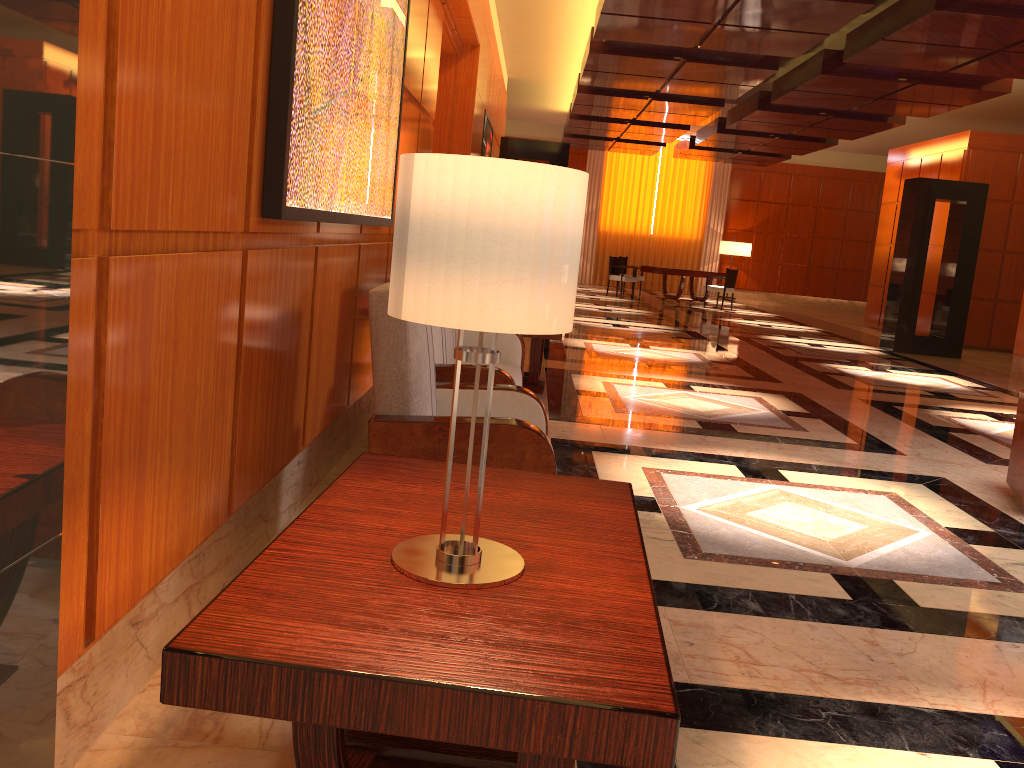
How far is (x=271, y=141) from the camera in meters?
2.5 m

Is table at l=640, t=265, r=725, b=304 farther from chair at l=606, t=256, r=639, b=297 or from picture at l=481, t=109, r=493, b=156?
picture at l=481, t=109, r=493, b=156

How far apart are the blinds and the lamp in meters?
0.7 m

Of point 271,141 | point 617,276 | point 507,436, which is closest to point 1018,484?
point 507,436

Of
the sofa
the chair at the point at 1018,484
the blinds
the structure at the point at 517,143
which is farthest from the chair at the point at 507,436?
the blinds

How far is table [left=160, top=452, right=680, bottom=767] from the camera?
1.2m

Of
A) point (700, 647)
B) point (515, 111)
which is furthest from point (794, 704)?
point (515, 111)

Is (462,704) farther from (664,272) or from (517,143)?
(664,272)

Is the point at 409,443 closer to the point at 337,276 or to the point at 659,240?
the point at 337,276

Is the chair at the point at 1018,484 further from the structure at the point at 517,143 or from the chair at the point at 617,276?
the chair at the point at 617,276
